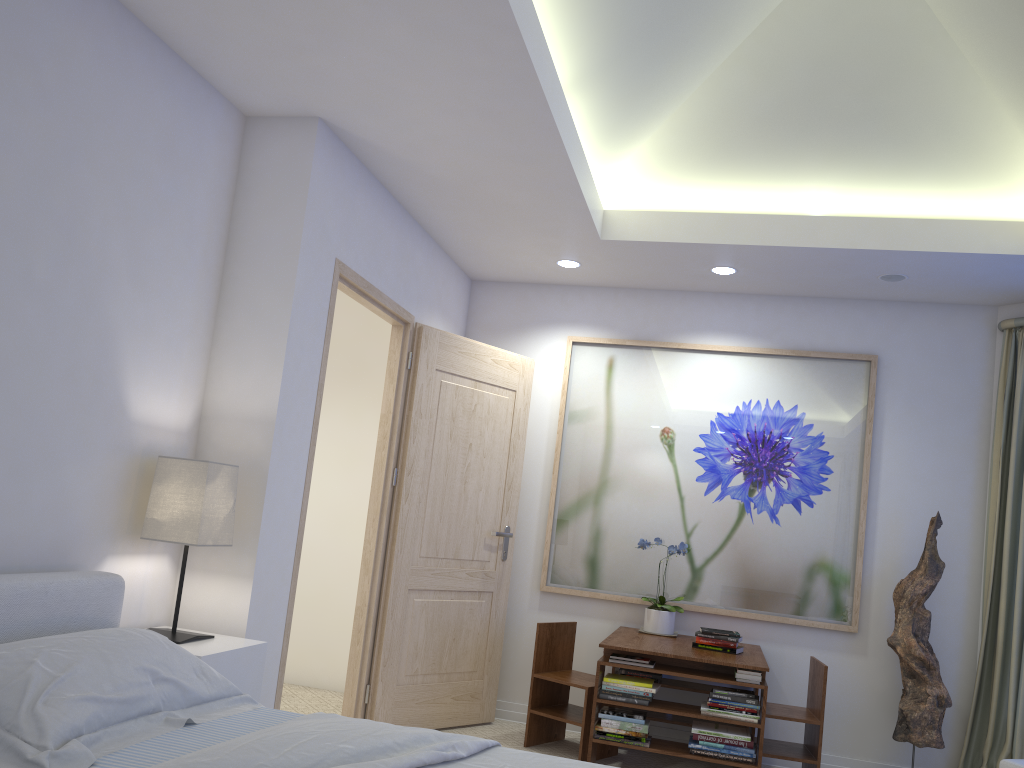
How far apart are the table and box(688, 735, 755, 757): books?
0.0m

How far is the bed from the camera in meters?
1.8

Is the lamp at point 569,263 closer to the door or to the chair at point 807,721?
the door

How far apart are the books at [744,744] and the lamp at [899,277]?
2.30m

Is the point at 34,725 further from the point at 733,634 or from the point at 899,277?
the point at 899,277

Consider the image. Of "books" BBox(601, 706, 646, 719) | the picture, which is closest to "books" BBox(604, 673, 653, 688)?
"books" BBox(601, 706, 646, 719)

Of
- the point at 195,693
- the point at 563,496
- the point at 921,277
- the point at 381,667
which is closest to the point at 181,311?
the point at 195,693

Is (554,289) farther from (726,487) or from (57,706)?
(57,706)

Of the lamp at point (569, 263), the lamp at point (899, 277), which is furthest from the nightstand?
the lamp at point (899, 277)

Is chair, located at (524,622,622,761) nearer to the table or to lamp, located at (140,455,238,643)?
the table
